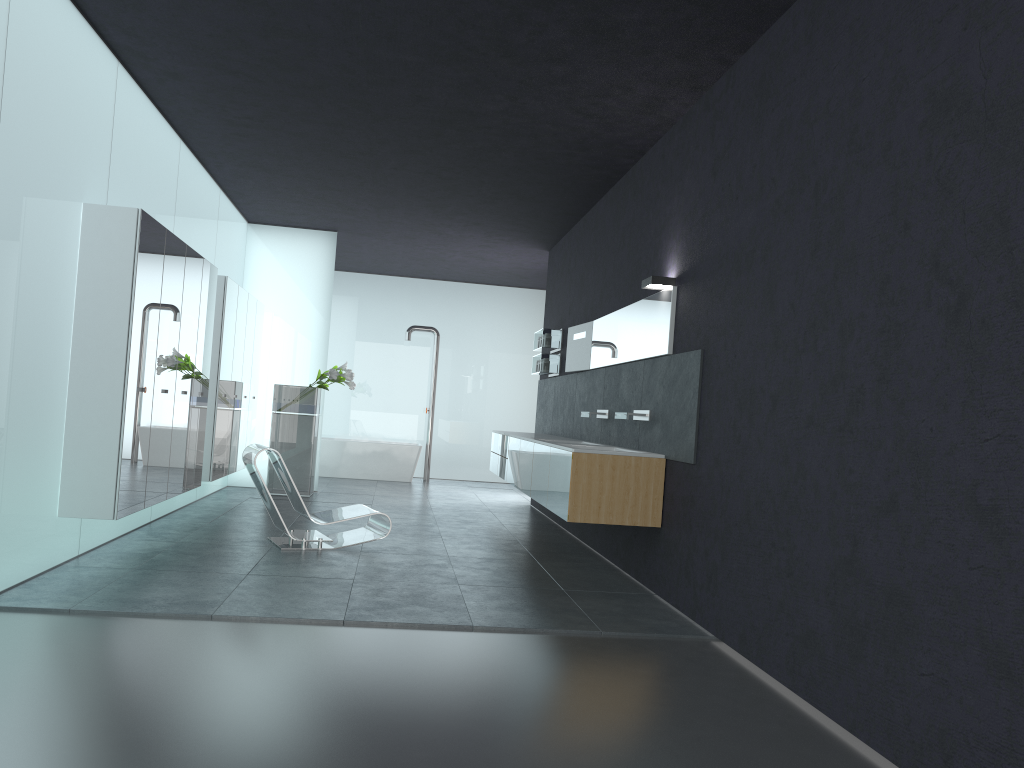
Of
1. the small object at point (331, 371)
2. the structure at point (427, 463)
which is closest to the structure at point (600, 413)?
the small object at point (331, 371)

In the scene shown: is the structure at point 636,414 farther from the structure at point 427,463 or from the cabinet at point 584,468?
the structure at point 427,463

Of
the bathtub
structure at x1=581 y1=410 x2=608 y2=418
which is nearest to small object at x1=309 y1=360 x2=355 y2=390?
the bathtub

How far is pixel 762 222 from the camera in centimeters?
535cm

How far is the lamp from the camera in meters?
6.9

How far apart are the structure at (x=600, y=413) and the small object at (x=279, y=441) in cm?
A: 476

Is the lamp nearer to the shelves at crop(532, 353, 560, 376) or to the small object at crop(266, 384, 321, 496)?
the shelves at crop(532, 353, 560, 376)

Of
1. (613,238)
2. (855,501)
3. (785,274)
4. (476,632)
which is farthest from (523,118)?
(855,501)

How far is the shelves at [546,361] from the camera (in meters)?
11.60

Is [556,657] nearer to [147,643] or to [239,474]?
[147,643]
